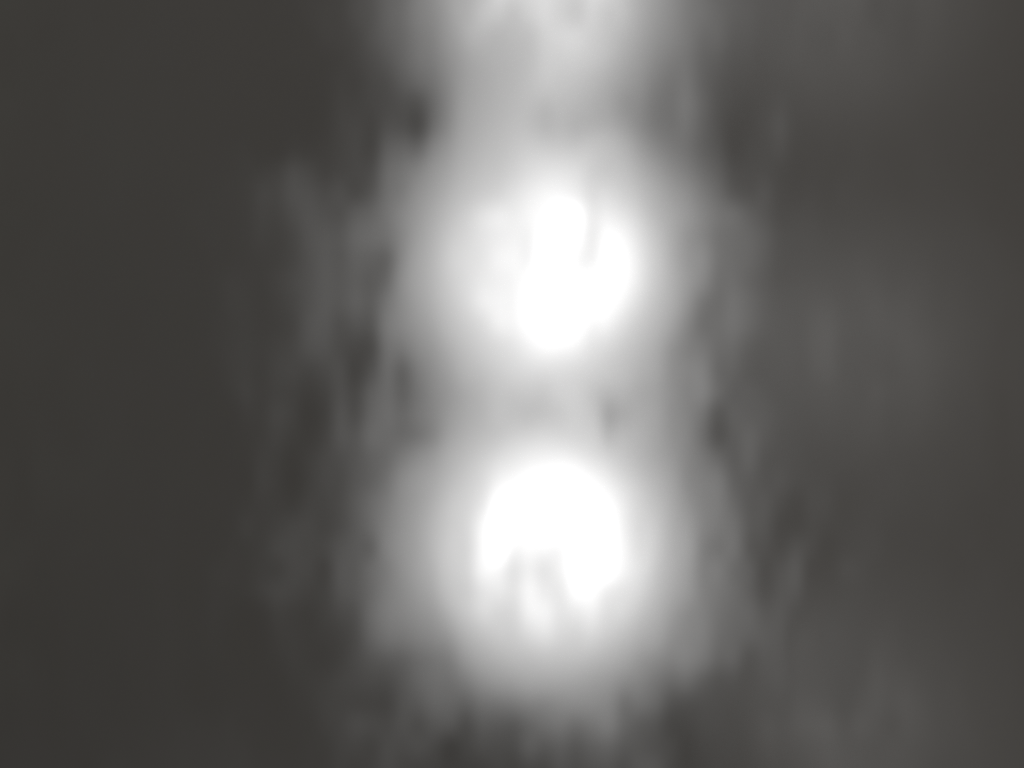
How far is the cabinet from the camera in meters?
0.1

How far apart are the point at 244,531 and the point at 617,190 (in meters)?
0.04

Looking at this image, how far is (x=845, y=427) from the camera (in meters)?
0.08

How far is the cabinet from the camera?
0.1 meters

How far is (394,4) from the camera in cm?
8
